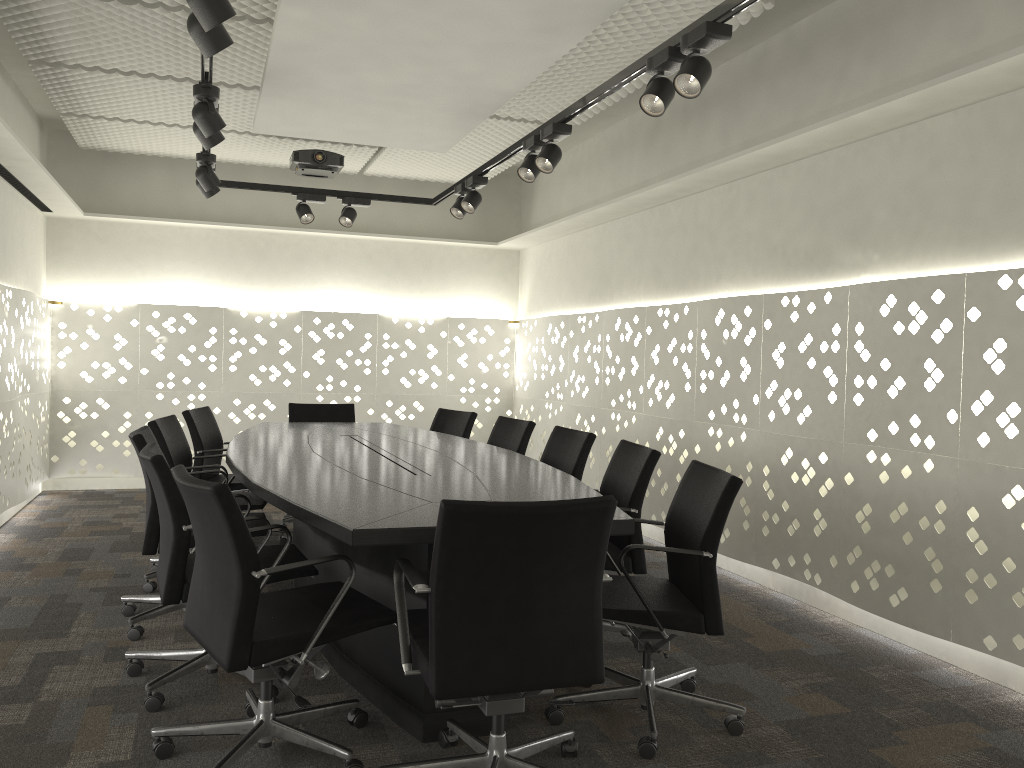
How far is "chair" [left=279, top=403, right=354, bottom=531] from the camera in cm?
557

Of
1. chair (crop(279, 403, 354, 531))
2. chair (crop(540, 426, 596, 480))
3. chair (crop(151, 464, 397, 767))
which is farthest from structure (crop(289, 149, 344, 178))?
chair (crop(151, 464, 397, 767))

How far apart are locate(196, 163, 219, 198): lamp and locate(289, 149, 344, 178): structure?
1.1m

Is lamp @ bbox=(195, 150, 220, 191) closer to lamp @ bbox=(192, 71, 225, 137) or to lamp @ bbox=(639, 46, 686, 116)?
lamp @ bbox=(192, 71, 225, 137)

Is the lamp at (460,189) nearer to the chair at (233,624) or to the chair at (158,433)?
the chair at (158,433)

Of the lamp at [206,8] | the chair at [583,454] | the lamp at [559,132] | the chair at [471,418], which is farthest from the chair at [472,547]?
the chair at [471,418]

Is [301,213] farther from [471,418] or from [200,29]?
[200,29]

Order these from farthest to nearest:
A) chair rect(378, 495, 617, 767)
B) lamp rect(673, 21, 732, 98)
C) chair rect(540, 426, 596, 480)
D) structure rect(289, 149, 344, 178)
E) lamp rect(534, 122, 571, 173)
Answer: structure rect(289, 149, 344, 178) → chair rect(540, 426, 596, 480) → lamp rect(534, 122, 571, 173) → lamp rect(673, 21, 732, 98) → chair rect(378, 495, 617, 767)

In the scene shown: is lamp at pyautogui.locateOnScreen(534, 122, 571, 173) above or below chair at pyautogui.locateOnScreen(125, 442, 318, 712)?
above

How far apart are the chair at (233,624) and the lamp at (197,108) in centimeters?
157cm
